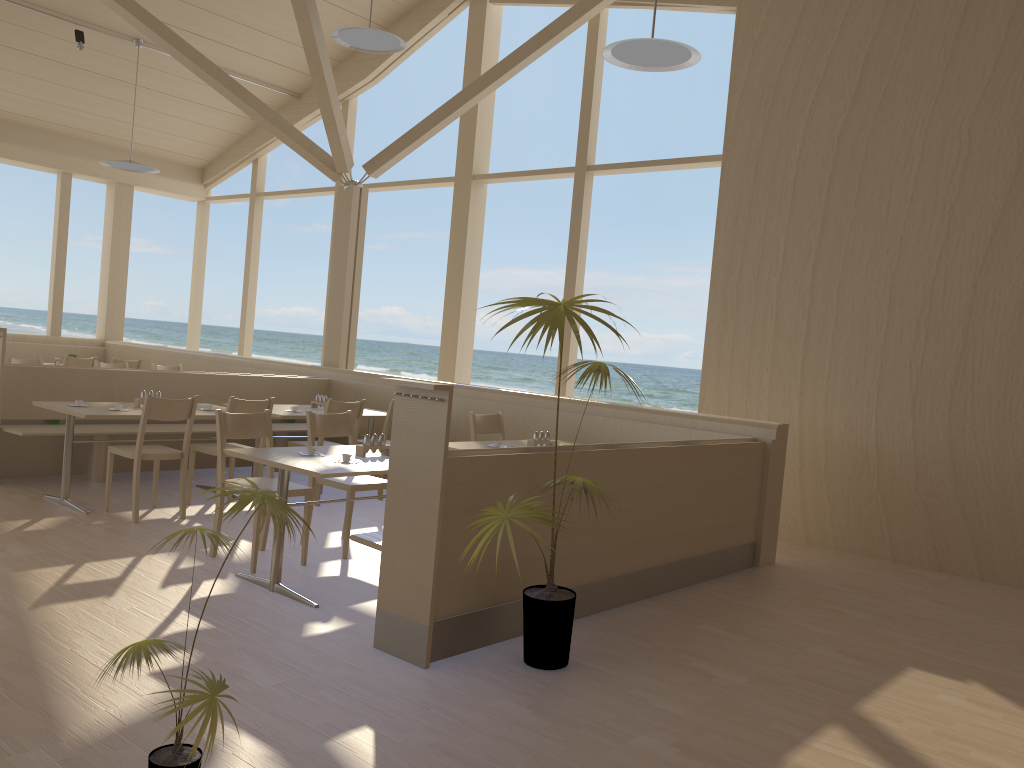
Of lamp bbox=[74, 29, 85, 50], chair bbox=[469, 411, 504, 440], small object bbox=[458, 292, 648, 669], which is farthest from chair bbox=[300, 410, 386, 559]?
lamp bbox=[74, 29, 85, 50]

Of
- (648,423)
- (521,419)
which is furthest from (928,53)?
(521,419)

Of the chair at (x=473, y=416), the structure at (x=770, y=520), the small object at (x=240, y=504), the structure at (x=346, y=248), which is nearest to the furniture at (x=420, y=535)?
the structure at (x=770, y=520)

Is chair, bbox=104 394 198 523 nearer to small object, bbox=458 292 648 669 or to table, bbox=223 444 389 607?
table, bbox=223 444 389 607

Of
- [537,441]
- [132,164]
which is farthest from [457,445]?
[132,164]

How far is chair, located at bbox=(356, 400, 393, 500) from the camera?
6.8 meters

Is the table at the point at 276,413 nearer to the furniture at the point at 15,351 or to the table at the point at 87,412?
the table at the point at 87,412

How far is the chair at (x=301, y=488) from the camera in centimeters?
470cm

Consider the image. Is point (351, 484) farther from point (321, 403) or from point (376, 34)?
point (376, 34)

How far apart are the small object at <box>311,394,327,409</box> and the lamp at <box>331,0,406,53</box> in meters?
2.9 m
